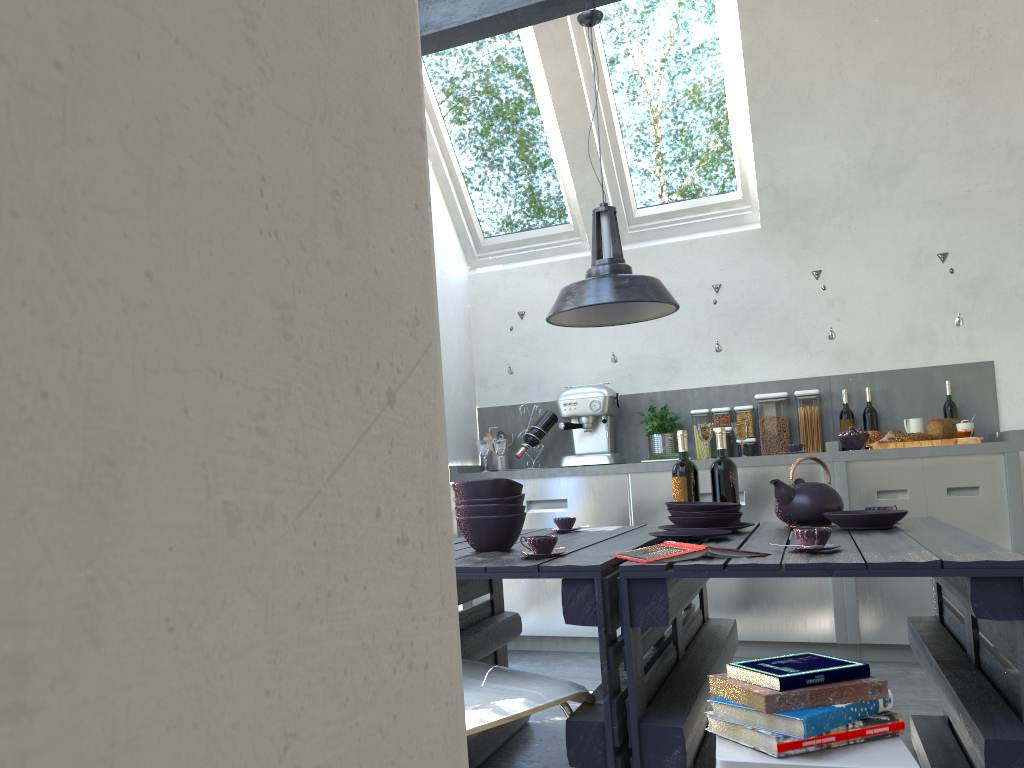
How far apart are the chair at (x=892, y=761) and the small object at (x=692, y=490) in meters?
1.6 m

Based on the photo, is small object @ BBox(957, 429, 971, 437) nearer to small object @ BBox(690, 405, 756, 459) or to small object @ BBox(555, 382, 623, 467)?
small object @ BBox(690, 405, 756, 459)

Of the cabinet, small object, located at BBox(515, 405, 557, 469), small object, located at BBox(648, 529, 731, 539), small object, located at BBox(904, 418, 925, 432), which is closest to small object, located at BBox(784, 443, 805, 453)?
the cabinet

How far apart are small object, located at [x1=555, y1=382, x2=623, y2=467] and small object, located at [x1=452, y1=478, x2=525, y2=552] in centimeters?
249cm

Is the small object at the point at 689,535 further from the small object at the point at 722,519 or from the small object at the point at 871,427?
the small object at the point at 871,427

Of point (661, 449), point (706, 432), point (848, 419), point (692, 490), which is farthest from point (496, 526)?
point (848, 419)

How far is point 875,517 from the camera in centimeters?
262cm

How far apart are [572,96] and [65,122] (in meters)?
4.98

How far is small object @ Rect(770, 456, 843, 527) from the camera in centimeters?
289cm

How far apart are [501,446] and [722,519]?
2.6 meters
